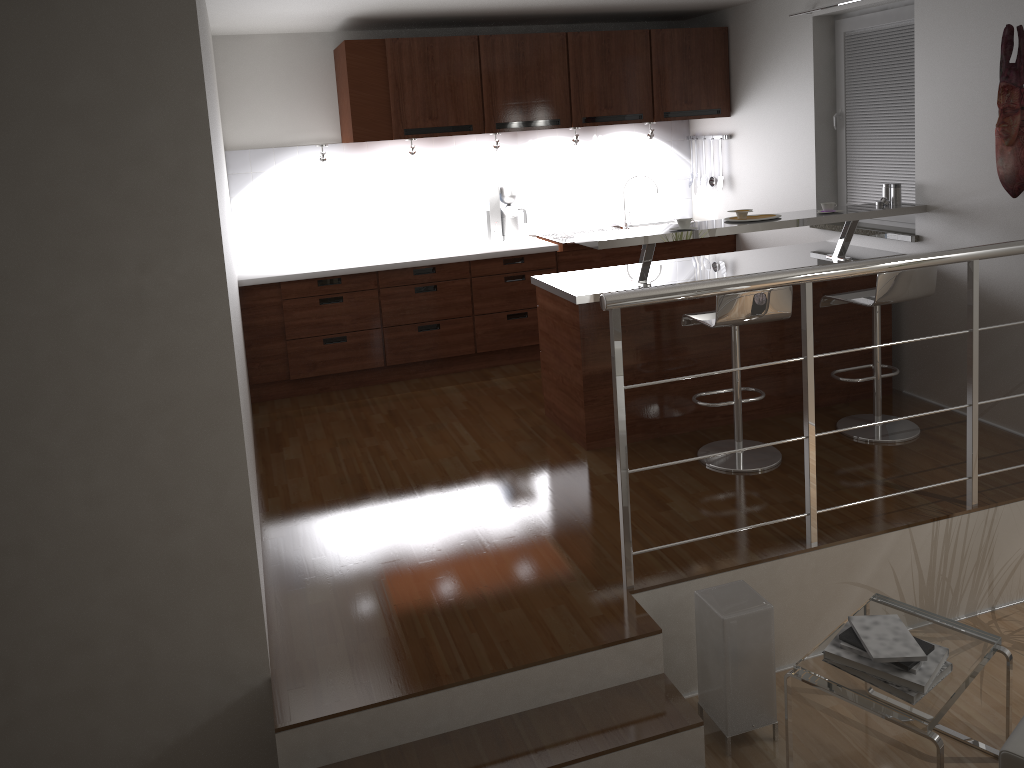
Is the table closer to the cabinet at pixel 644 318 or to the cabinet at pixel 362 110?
the cabinet at pixel 644 318

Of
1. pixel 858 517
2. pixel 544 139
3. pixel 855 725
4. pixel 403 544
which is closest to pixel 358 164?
pixel 544 139

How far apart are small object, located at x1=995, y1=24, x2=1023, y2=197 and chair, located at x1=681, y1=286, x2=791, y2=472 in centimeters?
113cm

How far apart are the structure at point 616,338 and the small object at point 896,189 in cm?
129

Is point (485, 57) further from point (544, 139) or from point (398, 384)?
point (398, 384)

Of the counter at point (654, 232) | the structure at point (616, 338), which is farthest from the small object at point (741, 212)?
the structure at point (616, 338)

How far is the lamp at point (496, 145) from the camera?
5.8 meters

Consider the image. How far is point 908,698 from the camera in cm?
259

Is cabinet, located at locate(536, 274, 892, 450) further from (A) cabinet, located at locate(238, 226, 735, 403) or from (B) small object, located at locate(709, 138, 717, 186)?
(B) small object, located at locate(709, 138, 717, 186)

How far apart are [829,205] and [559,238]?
2.1 meters
